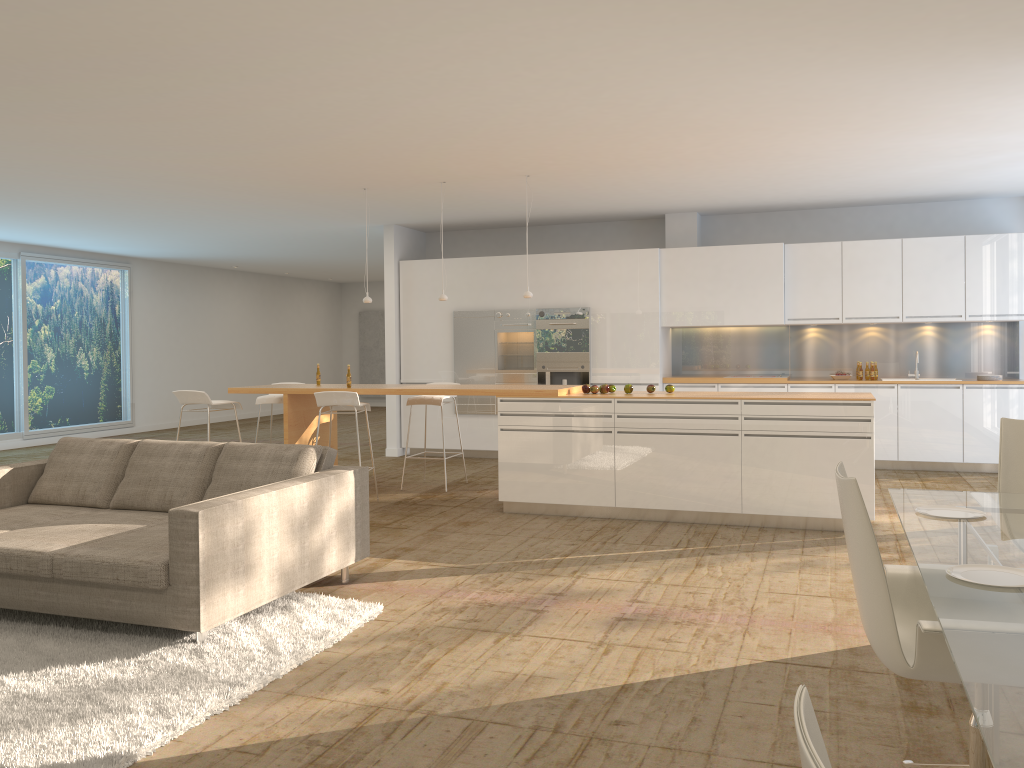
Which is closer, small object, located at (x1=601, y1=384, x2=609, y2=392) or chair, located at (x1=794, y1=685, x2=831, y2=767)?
chair, located at (x1=794, y1=685, x2=831, y2=767)

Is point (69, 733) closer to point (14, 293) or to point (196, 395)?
point (196, 395)

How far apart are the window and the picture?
6.9m

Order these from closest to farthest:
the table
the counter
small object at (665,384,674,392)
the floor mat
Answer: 1. the table
2. the floor mat
3. the counter
4. small object at (665,384,674,392)

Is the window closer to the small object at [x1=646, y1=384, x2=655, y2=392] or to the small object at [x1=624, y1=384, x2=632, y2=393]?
the small object at [x1=624, y1=384, x2=632, y2=393]

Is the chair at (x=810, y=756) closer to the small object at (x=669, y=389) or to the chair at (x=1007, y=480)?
the chair at (x=1007, y=480)

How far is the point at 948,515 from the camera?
3.42m

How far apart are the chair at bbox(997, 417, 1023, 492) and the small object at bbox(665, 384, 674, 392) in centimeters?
335cm

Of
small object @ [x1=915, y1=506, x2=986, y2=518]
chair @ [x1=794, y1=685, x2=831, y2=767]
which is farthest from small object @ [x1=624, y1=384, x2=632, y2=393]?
chair @ [x1=794, y1=685, x2=831, y2=767]

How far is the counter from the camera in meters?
6.6 m
